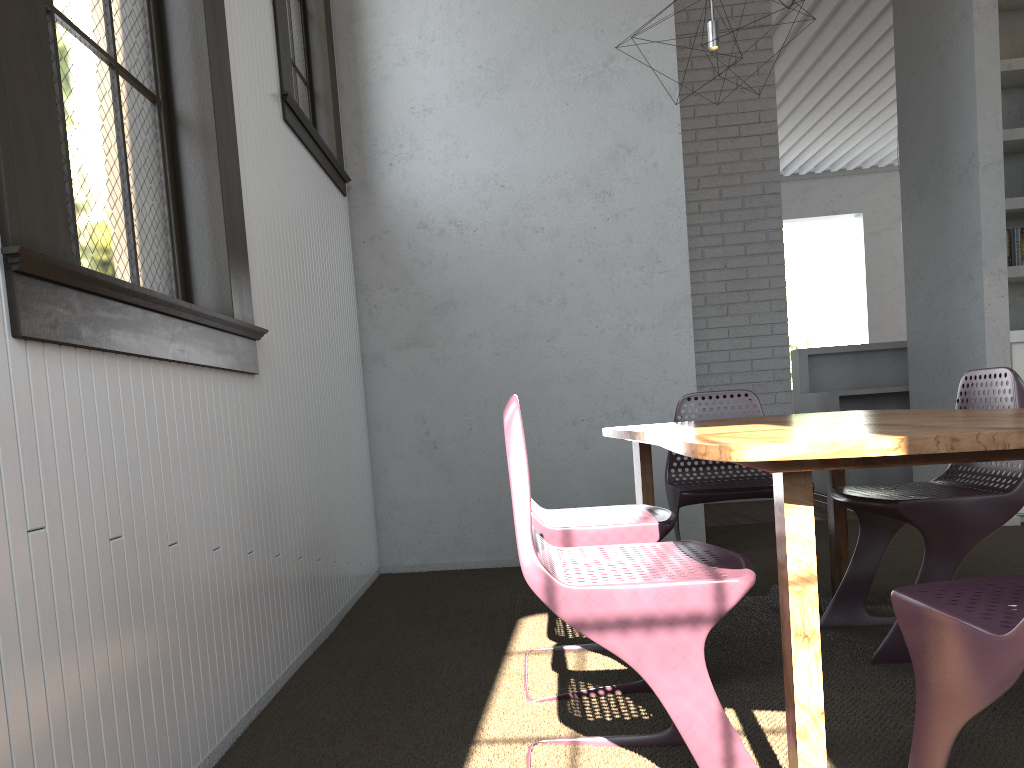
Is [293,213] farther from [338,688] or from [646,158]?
[646,158]
